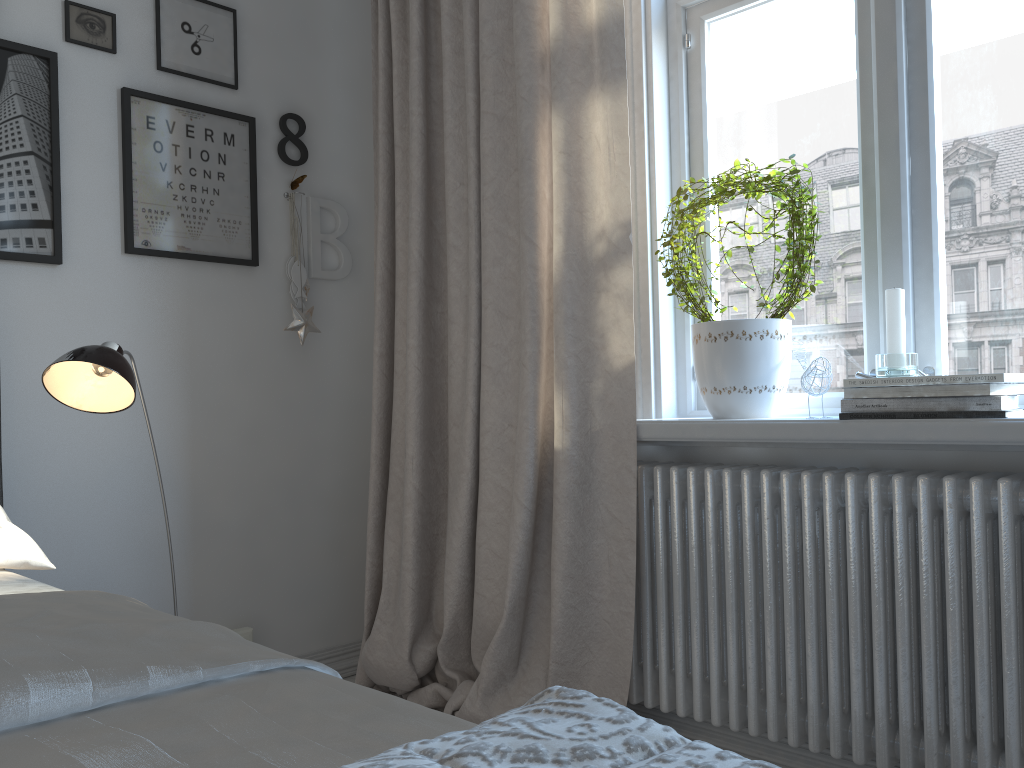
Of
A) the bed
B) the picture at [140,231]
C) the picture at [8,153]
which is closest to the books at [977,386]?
the bed

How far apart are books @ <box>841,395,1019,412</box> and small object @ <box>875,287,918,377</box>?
0.1 meters

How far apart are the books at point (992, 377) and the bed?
1.1m

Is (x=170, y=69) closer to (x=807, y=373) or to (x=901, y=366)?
(x=807, y=373)

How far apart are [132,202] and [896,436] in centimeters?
185cm

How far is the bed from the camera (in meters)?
0.66

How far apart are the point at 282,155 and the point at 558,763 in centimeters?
233cm

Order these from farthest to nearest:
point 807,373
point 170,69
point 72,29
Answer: point 170,69 < point 72,29 < point 807,373

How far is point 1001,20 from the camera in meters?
1.7

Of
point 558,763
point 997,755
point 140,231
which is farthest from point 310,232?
point 558,763
